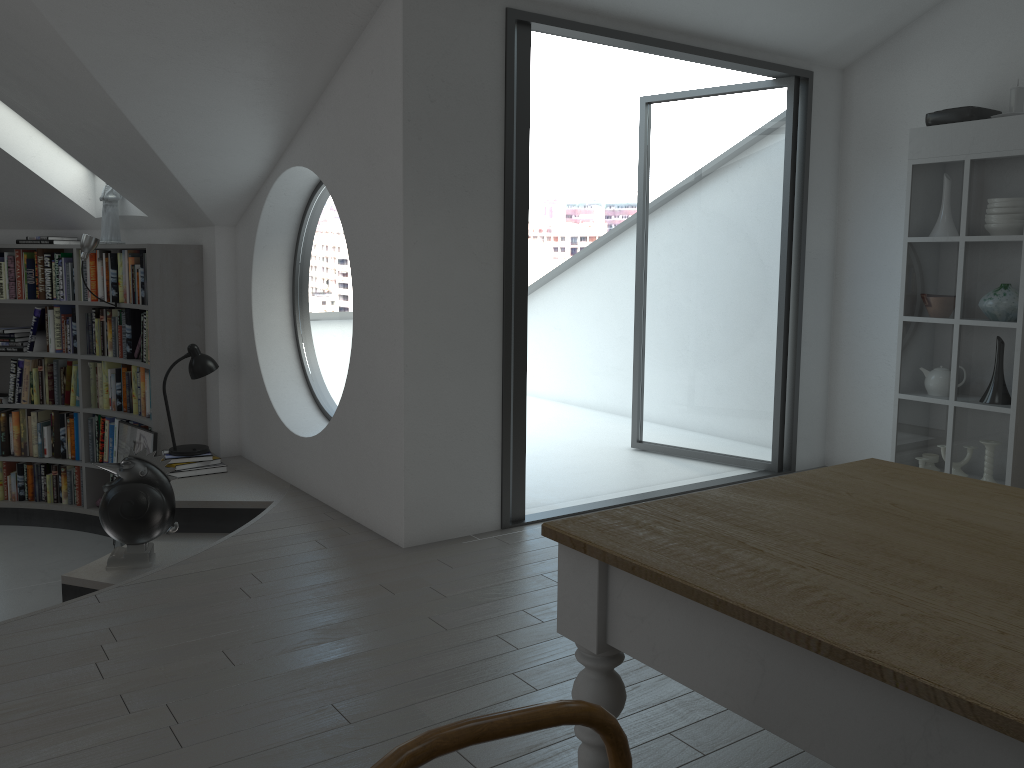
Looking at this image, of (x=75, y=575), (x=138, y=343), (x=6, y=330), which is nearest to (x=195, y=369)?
(x=138, y=343)

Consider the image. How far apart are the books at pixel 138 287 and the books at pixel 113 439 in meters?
0.8 m

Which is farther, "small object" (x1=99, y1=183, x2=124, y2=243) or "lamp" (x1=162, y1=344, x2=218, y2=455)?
"small object" (x1=99, y1=183, x2=124, y2=243)

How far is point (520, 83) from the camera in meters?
4.1

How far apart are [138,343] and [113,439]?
0.8 meters

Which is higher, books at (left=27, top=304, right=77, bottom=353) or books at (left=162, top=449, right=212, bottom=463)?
books at (left=27, top=304, right=77, bottom=353)

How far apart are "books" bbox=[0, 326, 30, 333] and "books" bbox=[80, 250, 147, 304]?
0.7 meters

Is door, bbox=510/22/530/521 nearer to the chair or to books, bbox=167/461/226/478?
books, bbox=167/461/226/478

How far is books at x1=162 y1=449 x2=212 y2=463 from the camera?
5.2 meters

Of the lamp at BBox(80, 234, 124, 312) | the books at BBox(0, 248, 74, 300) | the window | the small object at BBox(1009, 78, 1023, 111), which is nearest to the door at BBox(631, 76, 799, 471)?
the small object at BBox(1009, 78, 1023, 111)
